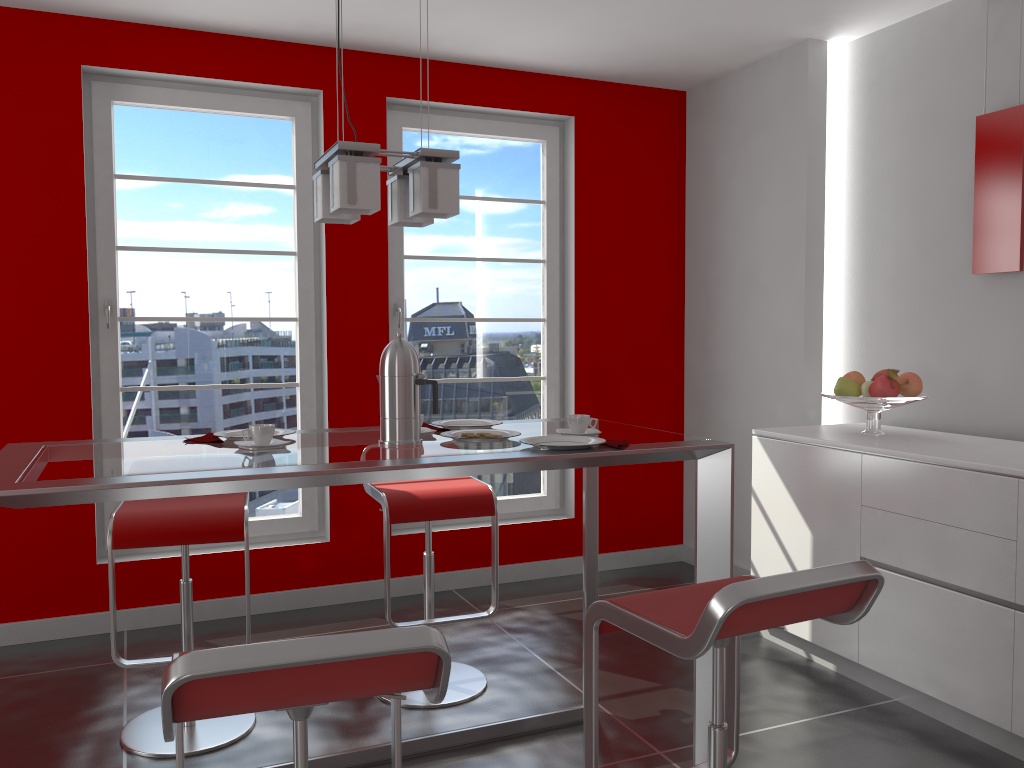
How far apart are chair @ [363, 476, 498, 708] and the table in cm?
30

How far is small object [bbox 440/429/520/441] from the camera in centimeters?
238cm

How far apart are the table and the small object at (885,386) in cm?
122

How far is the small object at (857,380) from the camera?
3.5m

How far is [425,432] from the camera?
2.42m

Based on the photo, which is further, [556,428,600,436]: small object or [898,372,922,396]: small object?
[898,372,922,396]: small object

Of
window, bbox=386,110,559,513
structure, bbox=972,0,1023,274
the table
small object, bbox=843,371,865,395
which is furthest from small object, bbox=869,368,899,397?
window, bbox=386,110,559,513

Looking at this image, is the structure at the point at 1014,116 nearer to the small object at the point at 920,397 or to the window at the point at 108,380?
the small object at the point at 920,397

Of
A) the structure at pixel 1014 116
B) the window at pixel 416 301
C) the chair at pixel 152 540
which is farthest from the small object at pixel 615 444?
the window at pixel 416 301

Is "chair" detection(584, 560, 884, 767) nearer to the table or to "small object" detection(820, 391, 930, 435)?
the table
